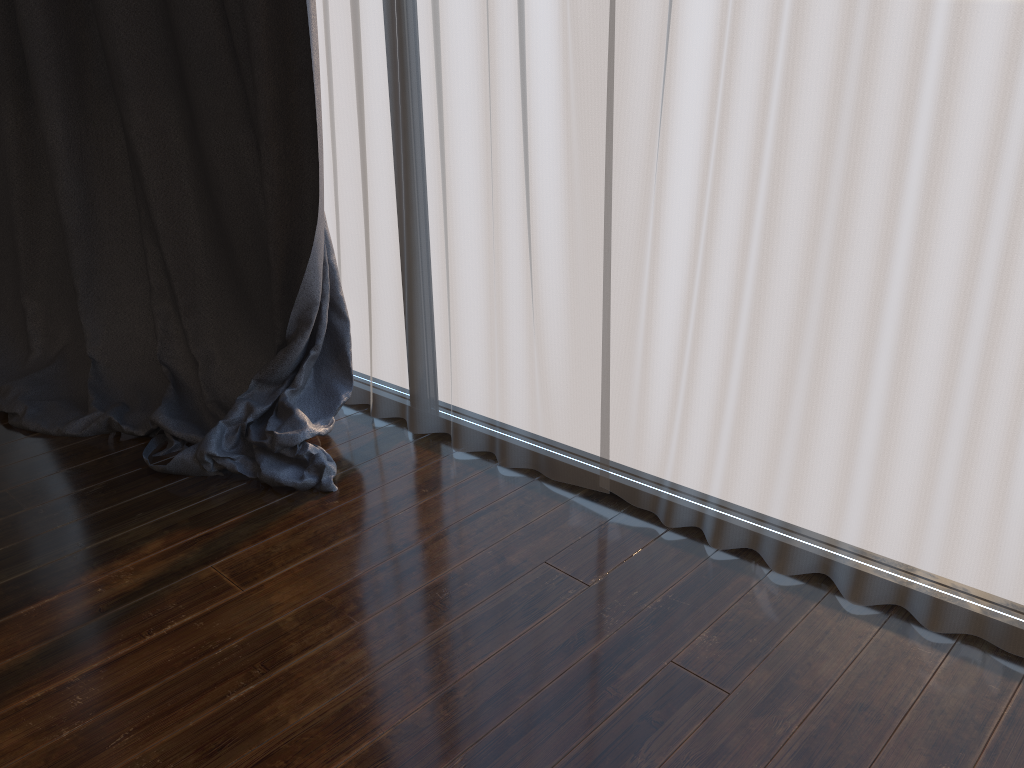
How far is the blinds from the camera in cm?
147

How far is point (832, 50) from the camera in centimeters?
147cm

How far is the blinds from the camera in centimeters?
147cm
